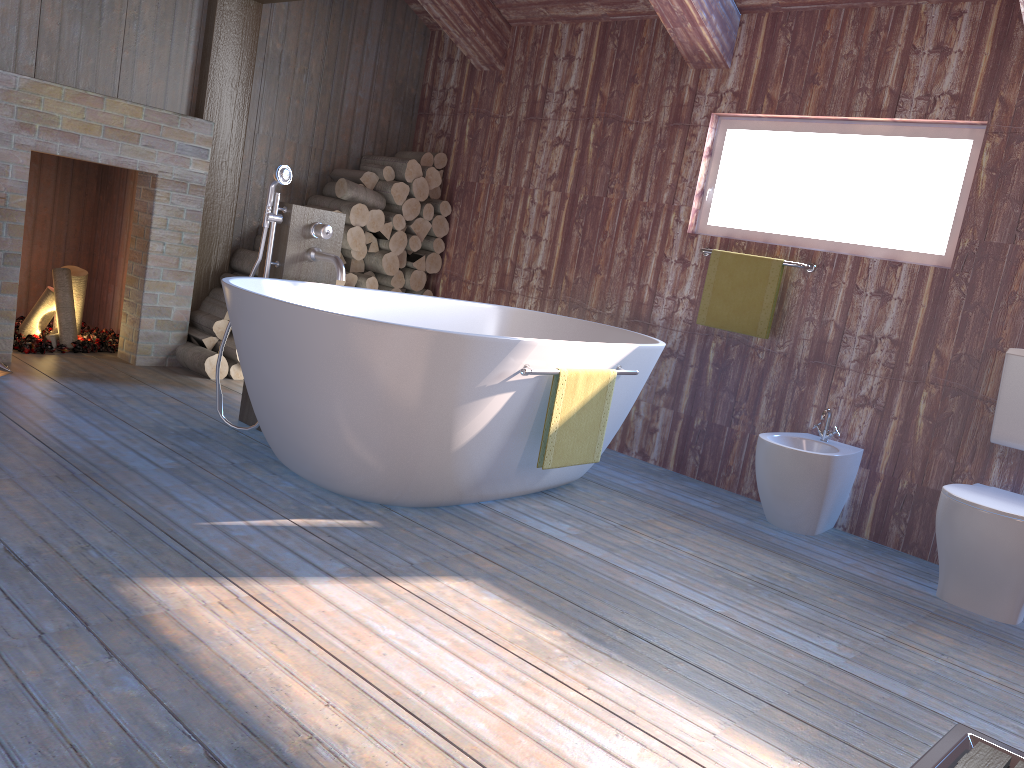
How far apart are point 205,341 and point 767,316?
2.9m

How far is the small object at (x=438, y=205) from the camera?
5.47m

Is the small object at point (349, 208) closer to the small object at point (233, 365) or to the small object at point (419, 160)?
the small object at point (419, 160)

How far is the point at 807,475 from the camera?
3.47m

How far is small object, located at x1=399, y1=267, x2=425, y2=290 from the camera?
5.4 meters

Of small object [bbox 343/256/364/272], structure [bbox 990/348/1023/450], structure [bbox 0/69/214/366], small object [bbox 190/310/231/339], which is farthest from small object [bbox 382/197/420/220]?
structure [bbox 990/348/1023/450]

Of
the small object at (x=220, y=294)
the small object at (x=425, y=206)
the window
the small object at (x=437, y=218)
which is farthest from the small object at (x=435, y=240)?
the window

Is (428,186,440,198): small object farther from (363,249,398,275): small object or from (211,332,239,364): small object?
(211,332,239,364): small object

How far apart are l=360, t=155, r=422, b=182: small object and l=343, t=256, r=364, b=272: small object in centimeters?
56cm

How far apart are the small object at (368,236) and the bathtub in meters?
1.3
